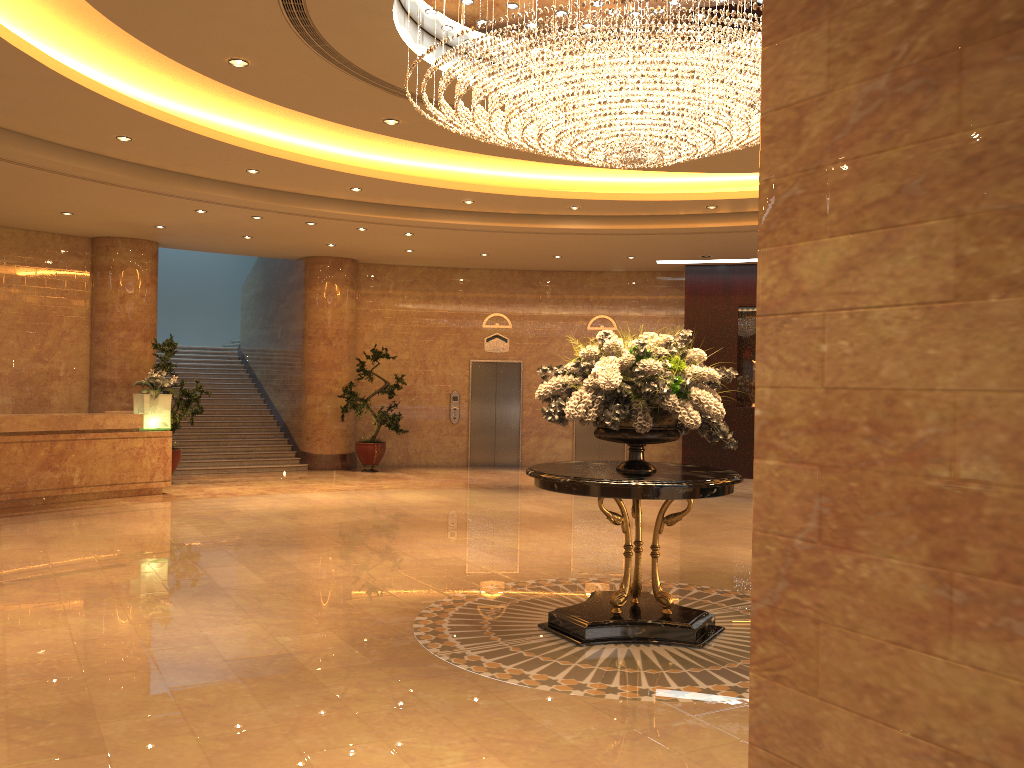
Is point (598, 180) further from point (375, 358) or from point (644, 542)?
point (375, 358)

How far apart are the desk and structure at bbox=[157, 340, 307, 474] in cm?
265

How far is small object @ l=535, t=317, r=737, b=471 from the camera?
5.6 meters

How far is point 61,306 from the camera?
14.48m

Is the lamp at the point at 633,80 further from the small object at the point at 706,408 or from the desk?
the desk

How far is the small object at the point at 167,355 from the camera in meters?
13.9

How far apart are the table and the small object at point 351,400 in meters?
9.8 m

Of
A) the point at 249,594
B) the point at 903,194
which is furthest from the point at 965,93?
the point at 249,594

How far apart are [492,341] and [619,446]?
3.3 meters

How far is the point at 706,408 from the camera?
5.6 meters
